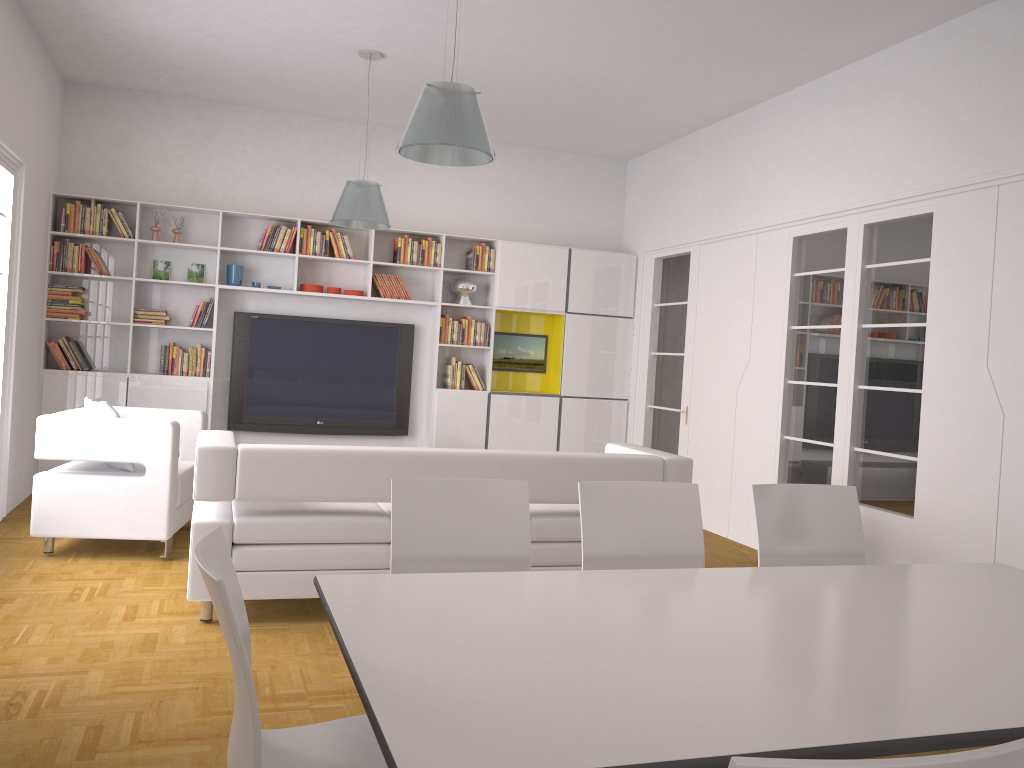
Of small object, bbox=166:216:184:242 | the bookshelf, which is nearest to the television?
the bookshelf

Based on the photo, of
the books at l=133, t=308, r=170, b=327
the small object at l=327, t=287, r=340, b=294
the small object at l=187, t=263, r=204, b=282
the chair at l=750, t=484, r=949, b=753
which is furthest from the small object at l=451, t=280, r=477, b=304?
the chair at l=750, t=484, r=949, b=753

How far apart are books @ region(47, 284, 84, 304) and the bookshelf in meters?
0.1 m

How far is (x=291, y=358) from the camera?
8.15m

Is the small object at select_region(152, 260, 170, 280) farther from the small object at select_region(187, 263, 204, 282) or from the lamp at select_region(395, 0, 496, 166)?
the lamp at select_region(395, 0, 496, 166)

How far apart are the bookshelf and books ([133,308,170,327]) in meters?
0.1 m

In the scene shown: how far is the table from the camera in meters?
1.5 m

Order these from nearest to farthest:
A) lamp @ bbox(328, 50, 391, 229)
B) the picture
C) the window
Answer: the window, lamp @ bbox(328, 50, 391, 229), the picture

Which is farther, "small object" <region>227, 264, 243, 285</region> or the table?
"small object" <region>227, 264, 243, 285</region>

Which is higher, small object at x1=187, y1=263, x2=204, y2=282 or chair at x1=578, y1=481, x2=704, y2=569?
small object at x1=187, y1=263, x2=204, y2=282
